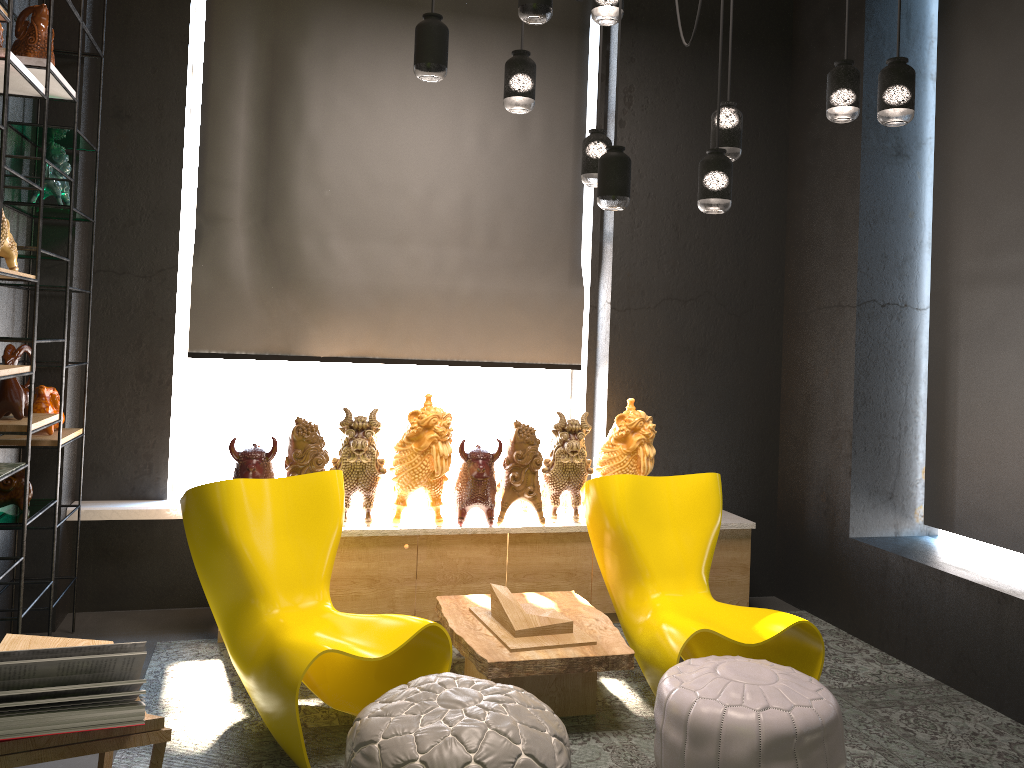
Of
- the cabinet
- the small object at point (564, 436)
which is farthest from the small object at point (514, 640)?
the small object at point (564, 436)

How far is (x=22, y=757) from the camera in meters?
1.9 m

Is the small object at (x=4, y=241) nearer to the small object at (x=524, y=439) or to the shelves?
the shelves

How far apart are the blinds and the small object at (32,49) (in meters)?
1.24

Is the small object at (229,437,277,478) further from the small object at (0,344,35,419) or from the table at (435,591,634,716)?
the table at (435,591,634,716)

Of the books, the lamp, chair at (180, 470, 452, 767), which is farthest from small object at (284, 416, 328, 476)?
the books

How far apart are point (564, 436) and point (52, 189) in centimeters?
259cm

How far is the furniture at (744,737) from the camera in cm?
271

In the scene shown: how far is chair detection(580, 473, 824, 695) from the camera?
3.5 meters

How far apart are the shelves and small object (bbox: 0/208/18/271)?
0.04m
